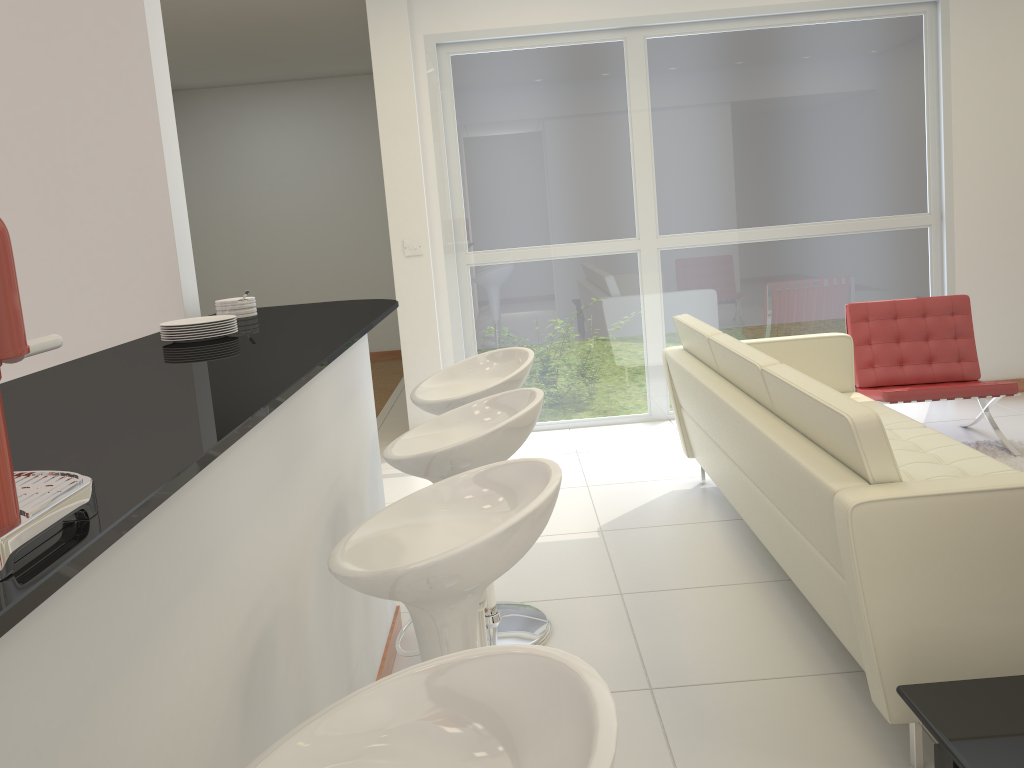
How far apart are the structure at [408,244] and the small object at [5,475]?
4.8 meters

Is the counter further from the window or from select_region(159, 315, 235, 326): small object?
the window

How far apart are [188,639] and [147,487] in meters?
0.4

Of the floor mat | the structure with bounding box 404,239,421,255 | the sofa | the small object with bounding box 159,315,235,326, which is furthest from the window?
the small object with bounding box 159,315,235,326

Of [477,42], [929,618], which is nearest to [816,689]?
[929,618]

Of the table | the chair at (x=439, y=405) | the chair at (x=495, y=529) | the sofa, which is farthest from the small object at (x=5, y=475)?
the chair at (x=439, y=405)

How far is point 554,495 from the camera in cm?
155

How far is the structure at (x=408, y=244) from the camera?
5.8 meters

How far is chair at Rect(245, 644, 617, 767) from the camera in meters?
0.9

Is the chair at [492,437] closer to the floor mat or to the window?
the floor mat
